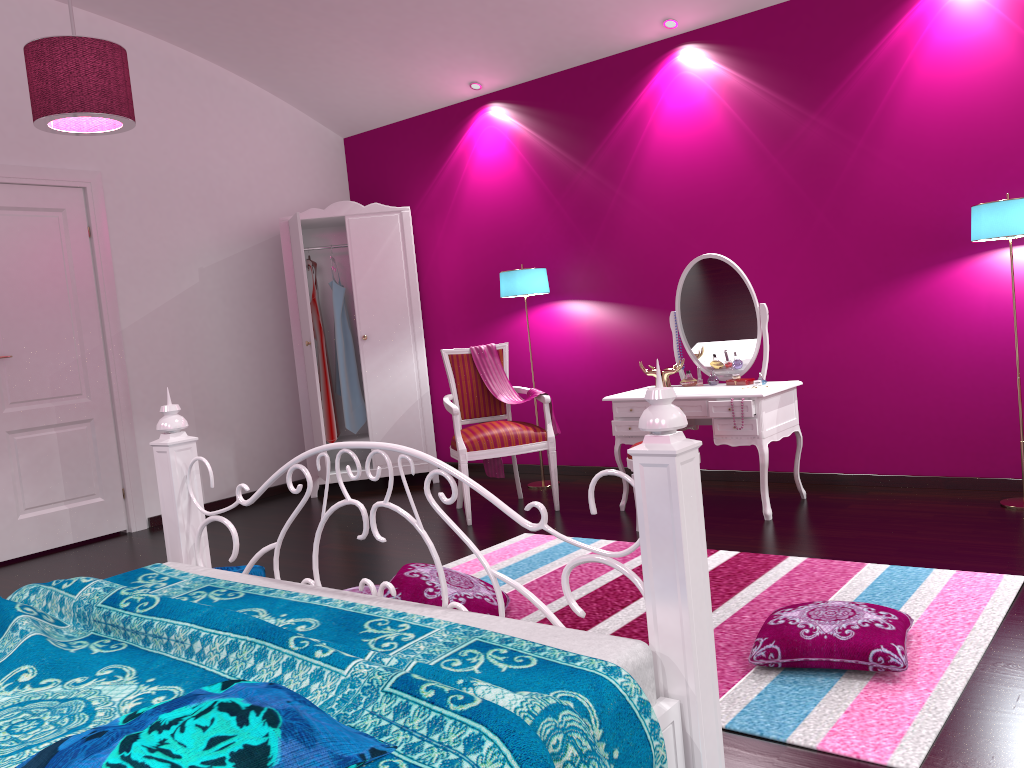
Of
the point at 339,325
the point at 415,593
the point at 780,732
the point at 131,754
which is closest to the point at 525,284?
the point at 339,325

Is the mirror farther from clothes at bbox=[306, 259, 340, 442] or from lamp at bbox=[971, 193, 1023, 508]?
clothes at bbox=[306, 259, 340, 442]

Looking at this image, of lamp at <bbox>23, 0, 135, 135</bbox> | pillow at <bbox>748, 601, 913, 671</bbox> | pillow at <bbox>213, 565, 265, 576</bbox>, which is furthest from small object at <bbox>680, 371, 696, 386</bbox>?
lamp at <bbox>23, 0, 135, 135</bbox>

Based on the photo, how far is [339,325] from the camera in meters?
5.9

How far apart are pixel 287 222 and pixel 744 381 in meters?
3.1 m

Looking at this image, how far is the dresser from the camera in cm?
567

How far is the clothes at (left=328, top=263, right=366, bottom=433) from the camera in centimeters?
590cm

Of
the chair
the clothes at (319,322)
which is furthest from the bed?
the clothes at (319,322)

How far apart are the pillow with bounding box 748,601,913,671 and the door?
4.0m

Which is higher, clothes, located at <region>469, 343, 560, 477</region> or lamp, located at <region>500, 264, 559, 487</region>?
lamp, located at <region>500, 264, 559, 487</region>
